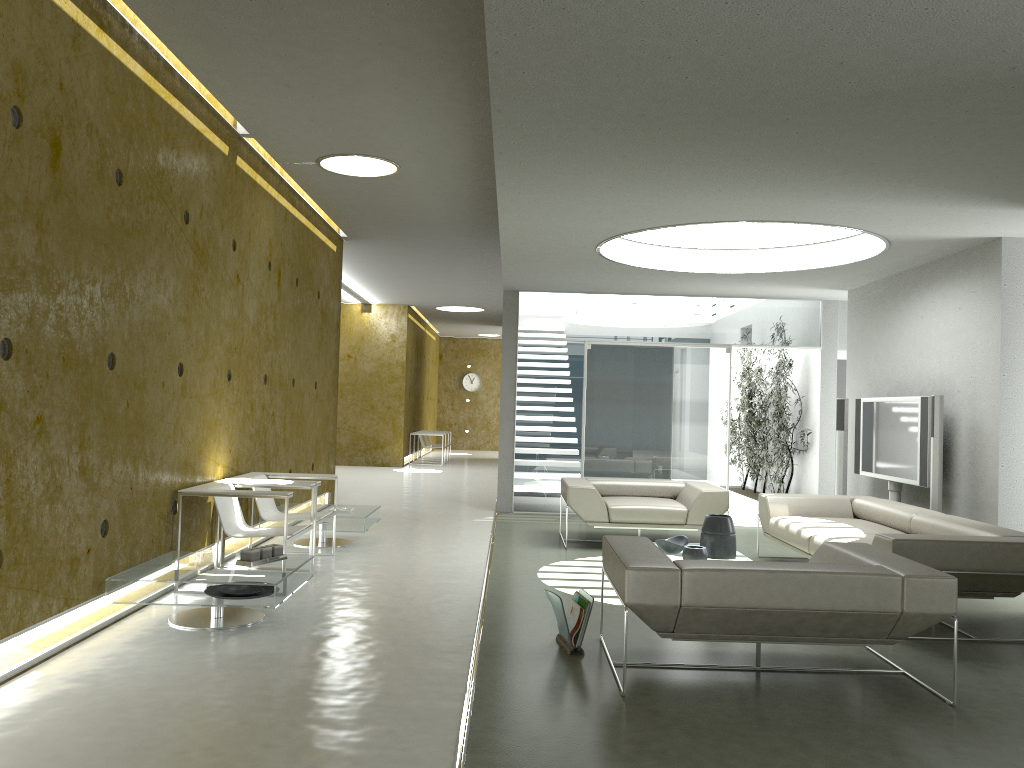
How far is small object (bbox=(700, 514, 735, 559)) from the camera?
6.46m

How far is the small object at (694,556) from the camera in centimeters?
622cm

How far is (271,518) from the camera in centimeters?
683cm

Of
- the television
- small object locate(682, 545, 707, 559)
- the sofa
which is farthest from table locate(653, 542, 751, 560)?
the television

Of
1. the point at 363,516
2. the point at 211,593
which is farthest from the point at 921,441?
the point at 211,593

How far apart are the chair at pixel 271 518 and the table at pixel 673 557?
2.7 meters

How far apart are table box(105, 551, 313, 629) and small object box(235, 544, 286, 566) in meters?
0.0

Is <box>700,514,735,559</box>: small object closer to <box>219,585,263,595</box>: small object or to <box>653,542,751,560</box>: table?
<box>653,542,751,560</box>: table

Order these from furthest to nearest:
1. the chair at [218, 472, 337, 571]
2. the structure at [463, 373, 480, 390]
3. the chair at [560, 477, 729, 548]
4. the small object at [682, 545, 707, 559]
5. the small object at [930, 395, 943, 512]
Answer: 1. the structure at [463, 373, 480, 390]
2. the chair at [560, 477, 729, 548]
3. the small object at [930, 395, 943, 512]
4. the chair at [218, 472, 337, 571]
5. the small object at [682, 545, 707, 559]

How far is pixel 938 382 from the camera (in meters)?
7.82
